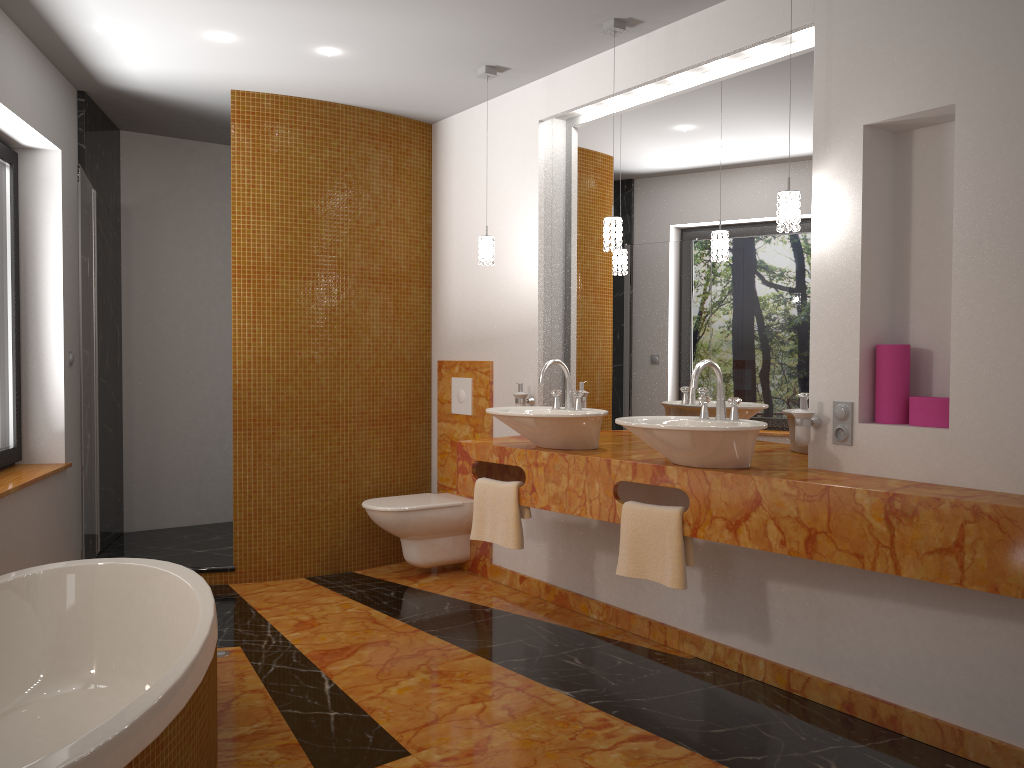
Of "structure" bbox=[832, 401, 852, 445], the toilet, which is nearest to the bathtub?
the toilet

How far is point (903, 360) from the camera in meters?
2.8 m

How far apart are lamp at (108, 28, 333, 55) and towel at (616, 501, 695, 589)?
2.53m

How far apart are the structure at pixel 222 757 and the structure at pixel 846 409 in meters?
1.9 m

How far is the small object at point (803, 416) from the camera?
2.9m

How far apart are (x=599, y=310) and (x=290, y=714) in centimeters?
219cm

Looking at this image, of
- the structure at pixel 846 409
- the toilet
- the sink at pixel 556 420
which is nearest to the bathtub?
the sink at pixel 556 420

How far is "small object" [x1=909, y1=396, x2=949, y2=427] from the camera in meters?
2.7 m

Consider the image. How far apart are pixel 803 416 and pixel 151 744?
2.15m

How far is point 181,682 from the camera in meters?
1.9 m
